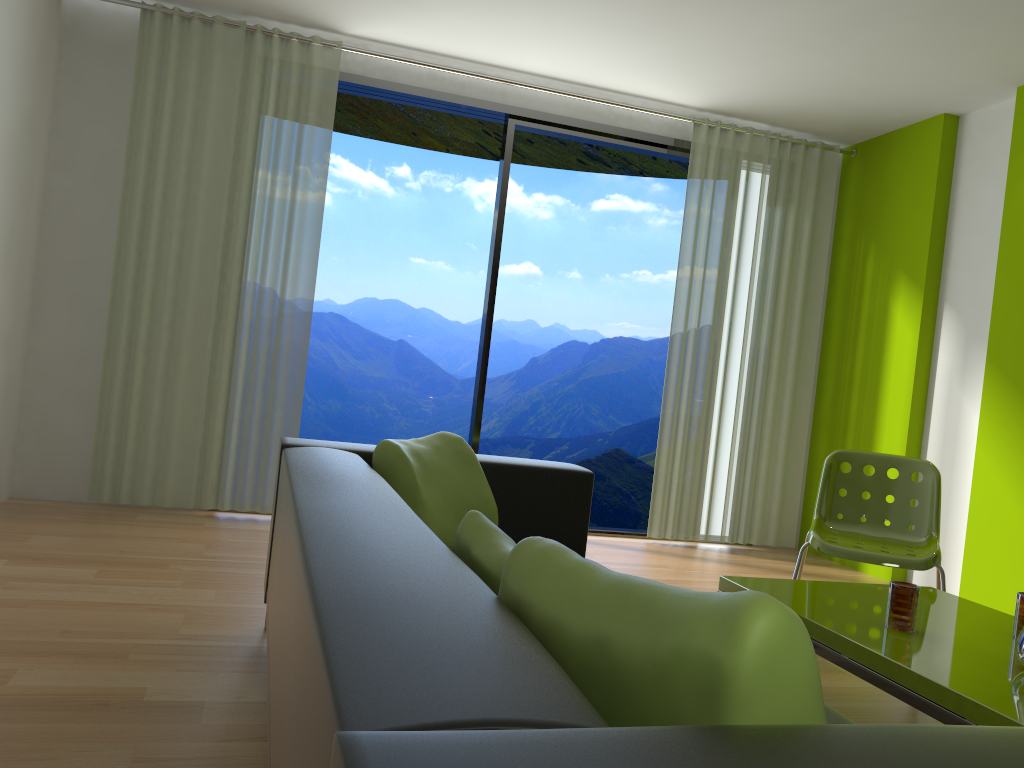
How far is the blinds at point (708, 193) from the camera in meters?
5.4 m

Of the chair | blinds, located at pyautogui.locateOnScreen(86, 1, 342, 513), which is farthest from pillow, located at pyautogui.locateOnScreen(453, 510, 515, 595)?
blinds, located at pyautogui.locateOnScreen(86, 1, 342, 513)

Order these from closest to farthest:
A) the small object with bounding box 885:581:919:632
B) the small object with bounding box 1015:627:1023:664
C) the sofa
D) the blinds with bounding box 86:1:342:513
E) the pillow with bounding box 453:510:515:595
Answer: the sofa → the pillow with bounding box 453:510:515:595 → the small object with bounding box 1015:627:1023:664 → the small object with bounding box 885:581:919:632 → the blinds with bounding box 86:1:342:513

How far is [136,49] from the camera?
4.5 meters

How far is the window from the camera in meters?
5.0 m

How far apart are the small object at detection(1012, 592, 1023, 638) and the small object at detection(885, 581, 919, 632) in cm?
30

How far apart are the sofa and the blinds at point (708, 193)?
2.6 meters

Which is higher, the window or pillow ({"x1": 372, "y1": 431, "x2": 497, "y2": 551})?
the window

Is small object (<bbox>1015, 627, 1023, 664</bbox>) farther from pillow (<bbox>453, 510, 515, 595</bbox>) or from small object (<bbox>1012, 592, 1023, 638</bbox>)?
pillow (<bbox>453, 510, 515, 595</bbox>)

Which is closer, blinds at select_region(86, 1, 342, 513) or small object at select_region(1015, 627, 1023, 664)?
small object at select_region(1015, 627, 1023, 664)
